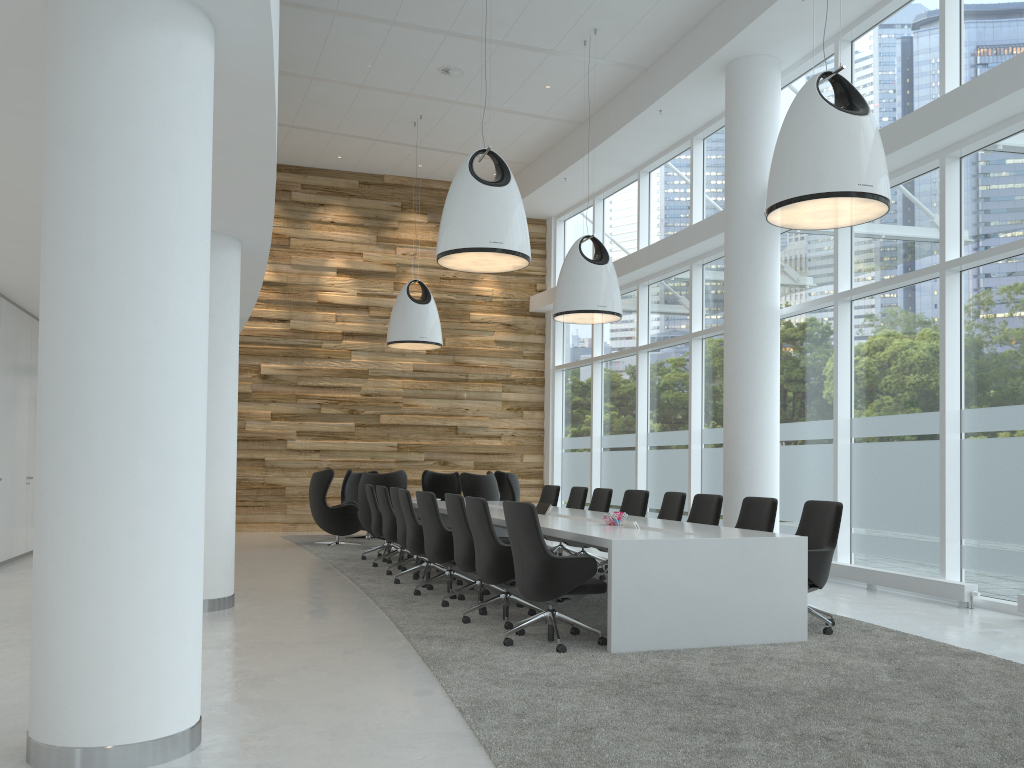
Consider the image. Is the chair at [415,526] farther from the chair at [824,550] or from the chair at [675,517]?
the chair at [824,550]

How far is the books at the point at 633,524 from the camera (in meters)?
6.82

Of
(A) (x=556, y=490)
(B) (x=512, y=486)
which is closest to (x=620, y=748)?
(A) (x=556, y=490)

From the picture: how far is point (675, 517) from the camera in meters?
8.9

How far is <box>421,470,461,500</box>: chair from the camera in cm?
1525

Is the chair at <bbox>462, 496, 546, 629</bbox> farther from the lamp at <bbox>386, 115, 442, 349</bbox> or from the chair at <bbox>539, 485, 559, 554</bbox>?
the lamp at <bbox>386, 115, 442, 349</bbox>

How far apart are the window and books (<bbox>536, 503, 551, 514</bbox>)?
3.34m

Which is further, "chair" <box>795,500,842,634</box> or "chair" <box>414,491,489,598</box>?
"chair" <box>414,491,489,598</box>

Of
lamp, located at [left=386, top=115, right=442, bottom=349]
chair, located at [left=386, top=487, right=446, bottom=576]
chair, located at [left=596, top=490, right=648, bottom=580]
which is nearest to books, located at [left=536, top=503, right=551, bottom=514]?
chair, located at [left=596, top=490, right=648, bottom=580]

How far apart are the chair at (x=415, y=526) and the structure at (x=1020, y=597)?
5.3 meters
